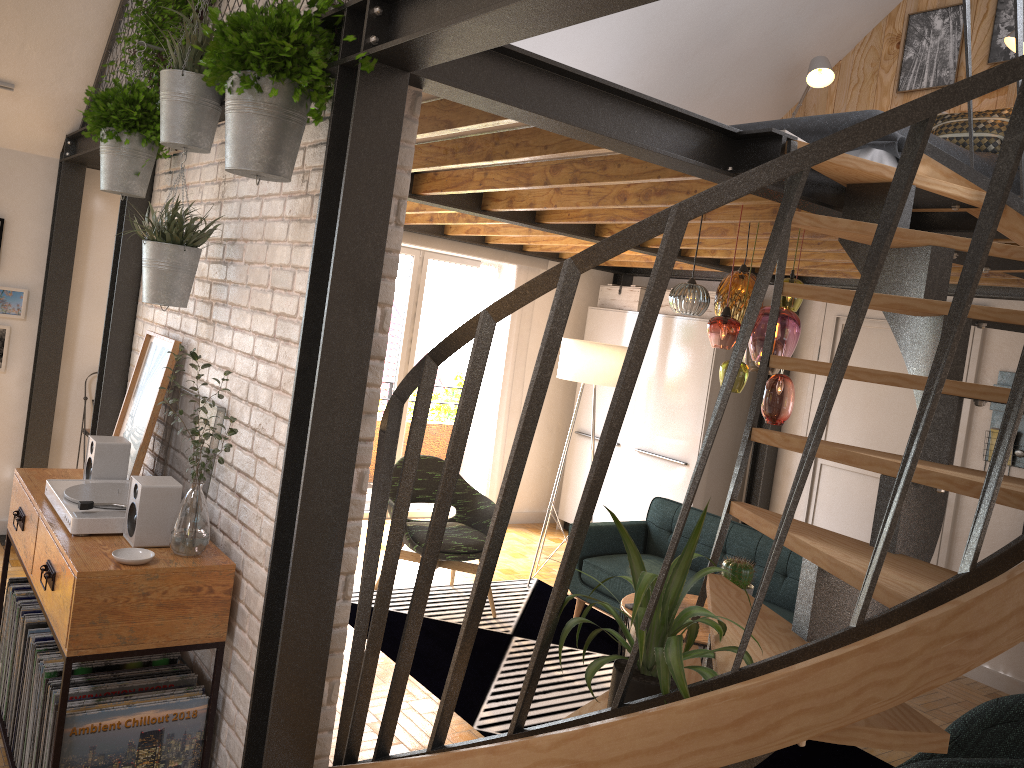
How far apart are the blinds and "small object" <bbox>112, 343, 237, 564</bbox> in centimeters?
474cm

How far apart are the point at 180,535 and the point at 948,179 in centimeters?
303cm

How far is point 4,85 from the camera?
4.88m

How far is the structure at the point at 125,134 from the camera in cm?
343

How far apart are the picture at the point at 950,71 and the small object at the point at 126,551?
5.3m

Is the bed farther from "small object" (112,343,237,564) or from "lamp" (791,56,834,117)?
"small object" (112,343,237,564)

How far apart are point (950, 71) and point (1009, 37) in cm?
73

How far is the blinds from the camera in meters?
7.4 m

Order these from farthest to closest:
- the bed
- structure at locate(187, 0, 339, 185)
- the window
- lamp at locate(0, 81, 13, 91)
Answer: the window < lamp at locate(0, 81, 13, 91) < the bed < structure at locate(187, 0, 339, 185)

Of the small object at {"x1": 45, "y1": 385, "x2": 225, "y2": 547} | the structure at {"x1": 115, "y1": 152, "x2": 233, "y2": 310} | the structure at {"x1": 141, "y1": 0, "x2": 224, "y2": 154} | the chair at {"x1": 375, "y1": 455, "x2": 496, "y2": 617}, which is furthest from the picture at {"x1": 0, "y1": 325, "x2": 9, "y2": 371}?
the structure at {"x1": 141, "y1": 0, "x2": 224, "y2": 154}
